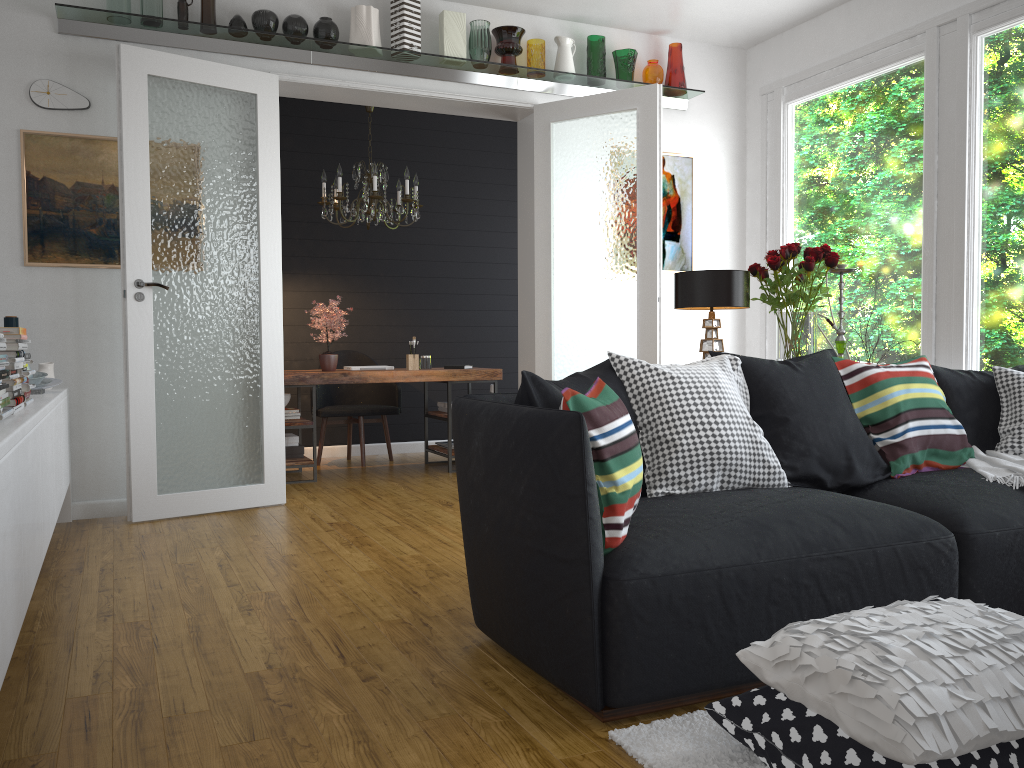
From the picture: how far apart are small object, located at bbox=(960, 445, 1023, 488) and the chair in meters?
4.5 m

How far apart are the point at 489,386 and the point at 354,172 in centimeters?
242cm

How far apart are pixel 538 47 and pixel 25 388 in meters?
3.8 m

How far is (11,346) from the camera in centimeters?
310cm

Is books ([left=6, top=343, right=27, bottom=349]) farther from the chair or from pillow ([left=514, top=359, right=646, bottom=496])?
the chair

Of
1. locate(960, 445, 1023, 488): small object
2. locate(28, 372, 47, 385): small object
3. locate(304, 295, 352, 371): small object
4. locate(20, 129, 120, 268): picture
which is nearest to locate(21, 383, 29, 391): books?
locate(28, 372, 47, 385): small object

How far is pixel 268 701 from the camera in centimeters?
231cm

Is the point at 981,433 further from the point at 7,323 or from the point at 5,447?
the point at 7,323

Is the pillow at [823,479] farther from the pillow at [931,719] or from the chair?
the chair

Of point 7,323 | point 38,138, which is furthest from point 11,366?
point 38,138
